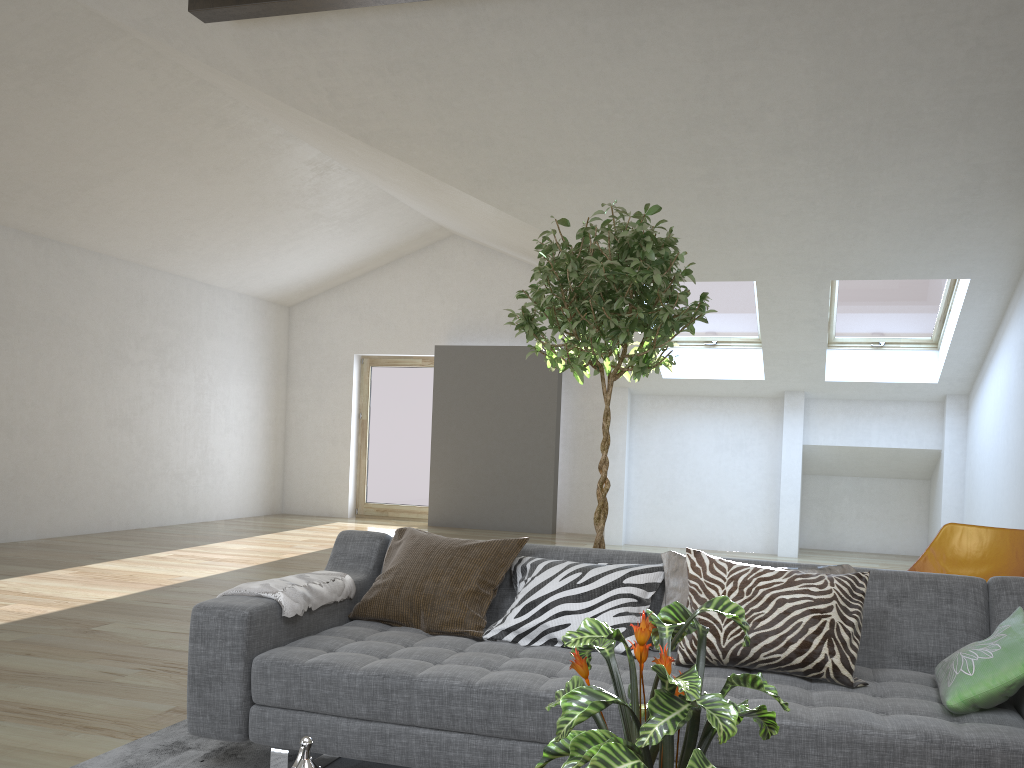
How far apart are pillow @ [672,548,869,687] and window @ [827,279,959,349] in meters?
5.7

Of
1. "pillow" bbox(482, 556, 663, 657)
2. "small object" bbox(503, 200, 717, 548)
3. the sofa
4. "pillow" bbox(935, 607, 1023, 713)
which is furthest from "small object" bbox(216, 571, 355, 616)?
"pillow" bbox(935, 607, 1023, 713)

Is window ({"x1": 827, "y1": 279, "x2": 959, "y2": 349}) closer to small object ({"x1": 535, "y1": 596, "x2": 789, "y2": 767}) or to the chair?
the chair

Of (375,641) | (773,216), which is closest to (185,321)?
(773,216)

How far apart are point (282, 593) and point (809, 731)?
1.6 meters

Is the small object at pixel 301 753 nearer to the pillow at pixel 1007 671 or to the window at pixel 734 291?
the pillow at pixel 1007 671

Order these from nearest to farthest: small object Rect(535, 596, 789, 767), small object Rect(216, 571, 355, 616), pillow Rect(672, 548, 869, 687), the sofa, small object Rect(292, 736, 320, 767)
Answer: small object Rect(535, 596, 789, 767) → small object Rect(292, 736, 320, 767) → the sofa → pillow Rect(672, 548, 869, 687) → small object Rect(216, 571, 355, 616)

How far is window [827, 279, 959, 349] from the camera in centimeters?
785cm

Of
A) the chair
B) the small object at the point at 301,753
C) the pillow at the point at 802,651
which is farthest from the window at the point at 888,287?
the small object at the point at 301,753

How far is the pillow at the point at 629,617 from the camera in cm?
281
